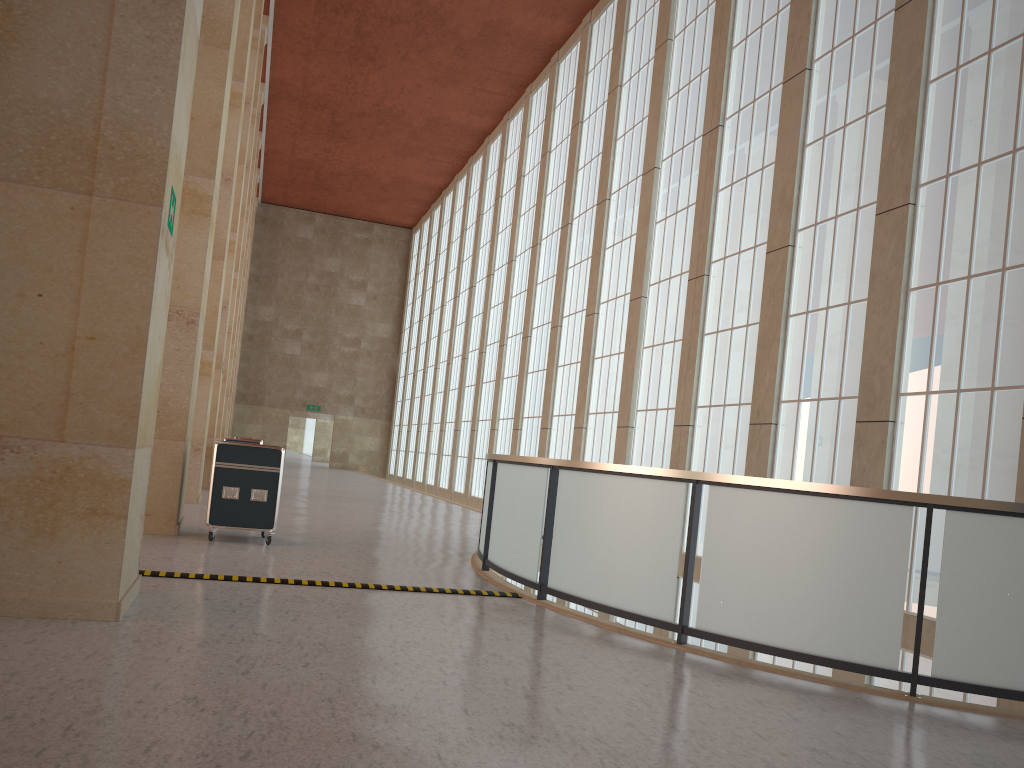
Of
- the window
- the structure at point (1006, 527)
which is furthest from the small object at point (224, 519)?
the window

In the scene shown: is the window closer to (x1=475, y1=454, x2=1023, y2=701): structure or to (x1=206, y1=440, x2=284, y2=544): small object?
(x1=475, y1=454, x2=1023, y2=701): structure

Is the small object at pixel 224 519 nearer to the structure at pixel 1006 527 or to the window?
the structure at pixel 1006 527

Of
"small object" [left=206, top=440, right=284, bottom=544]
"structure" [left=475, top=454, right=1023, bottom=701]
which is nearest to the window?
"structure" [left=475, top=454, right=1023, bottom=701]

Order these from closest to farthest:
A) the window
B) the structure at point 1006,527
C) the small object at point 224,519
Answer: the structure at point 1006,527 → the window → the small object at point 224,519

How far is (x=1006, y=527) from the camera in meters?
7.4 m

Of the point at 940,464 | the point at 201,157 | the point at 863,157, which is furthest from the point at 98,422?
the point at 863,157

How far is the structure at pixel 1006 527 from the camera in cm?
742

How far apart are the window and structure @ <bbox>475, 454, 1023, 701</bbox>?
3.45m

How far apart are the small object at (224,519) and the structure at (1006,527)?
3.24m
